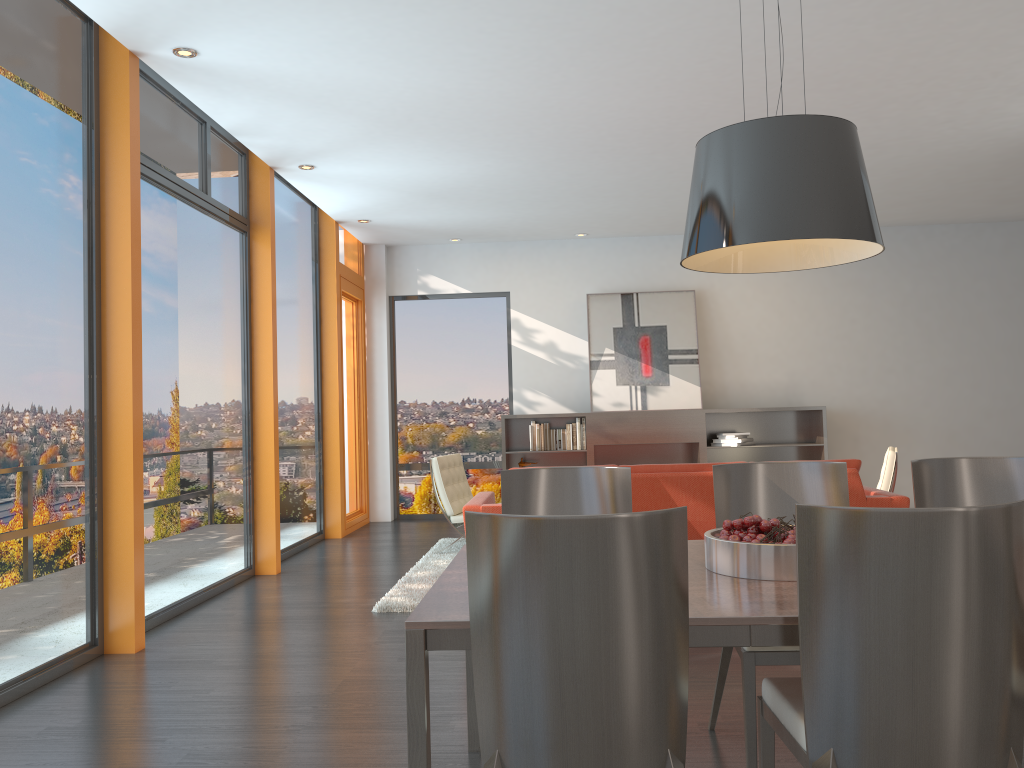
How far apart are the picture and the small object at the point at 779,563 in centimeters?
692cm

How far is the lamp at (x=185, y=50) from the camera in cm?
467

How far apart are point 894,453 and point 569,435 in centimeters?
369cm

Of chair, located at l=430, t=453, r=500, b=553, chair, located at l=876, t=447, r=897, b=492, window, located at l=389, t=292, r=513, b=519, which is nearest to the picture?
window, located at l=389, t=292, r=513, b=519

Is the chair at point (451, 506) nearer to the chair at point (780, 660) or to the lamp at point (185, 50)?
the lamp at point (185, 50)

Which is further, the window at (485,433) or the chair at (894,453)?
the window at (485,433)

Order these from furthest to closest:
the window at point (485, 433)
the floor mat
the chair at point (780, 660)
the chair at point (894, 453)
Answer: the window at point (485, 433) → the chair at point (894, 453) → the floor mat → the chair at point (780, 660)

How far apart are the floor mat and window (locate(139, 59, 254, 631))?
1.2m

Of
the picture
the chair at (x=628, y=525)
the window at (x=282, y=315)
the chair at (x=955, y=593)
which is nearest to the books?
the picture

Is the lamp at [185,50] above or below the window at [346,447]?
above
